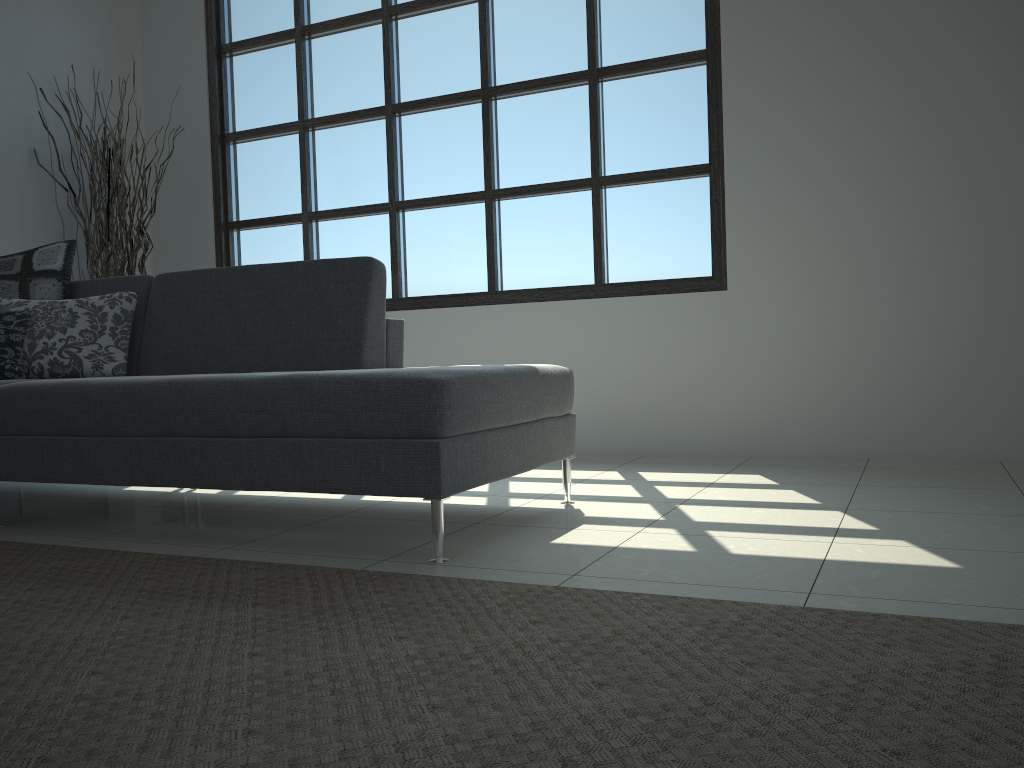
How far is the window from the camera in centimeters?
426cm

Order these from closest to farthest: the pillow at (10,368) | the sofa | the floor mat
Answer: the floor mat < the sofa < the pillow at (10,368)

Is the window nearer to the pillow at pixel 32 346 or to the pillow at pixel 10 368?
the pillow at pixel 32 346

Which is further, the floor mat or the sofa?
the sofa

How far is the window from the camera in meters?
4.3 m

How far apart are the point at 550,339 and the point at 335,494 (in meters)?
1.56

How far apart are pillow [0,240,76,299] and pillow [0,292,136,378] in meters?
0.1 m

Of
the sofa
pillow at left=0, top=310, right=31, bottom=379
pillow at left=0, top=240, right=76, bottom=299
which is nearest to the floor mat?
the sofa

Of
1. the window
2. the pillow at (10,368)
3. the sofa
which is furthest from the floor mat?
the window

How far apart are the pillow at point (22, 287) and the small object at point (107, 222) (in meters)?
1.16
